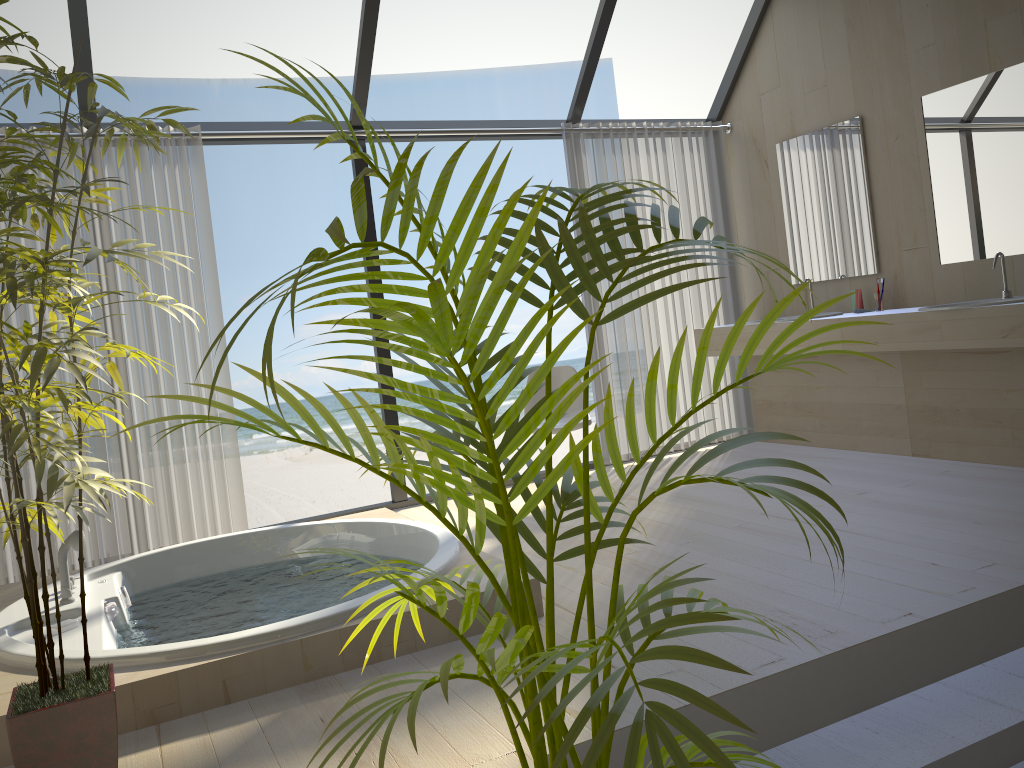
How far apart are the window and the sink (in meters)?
2.23

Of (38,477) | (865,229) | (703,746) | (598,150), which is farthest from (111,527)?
(865,229)

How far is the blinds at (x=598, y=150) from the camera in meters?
5.4

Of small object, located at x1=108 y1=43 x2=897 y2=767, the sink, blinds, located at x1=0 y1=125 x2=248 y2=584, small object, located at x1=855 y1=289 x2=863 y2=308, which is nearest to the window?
blinds, located at x1=0 y1=125 x2=248 y2=584

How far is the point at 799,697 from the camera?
2.24m

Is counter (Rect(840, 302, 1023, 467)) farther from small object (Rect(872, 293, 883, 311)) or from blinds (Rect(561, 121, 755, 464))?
blinds (Rect(561, 121, 755, 464))

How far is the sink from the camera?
3.99m

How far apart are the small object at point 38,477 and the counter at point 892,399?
3.33m

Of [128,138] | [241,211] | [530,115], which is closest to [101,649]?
[128,138]

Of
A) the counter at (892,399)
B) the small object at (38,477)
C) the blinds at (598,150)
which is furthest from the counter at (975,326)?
the small object at (38,477)
